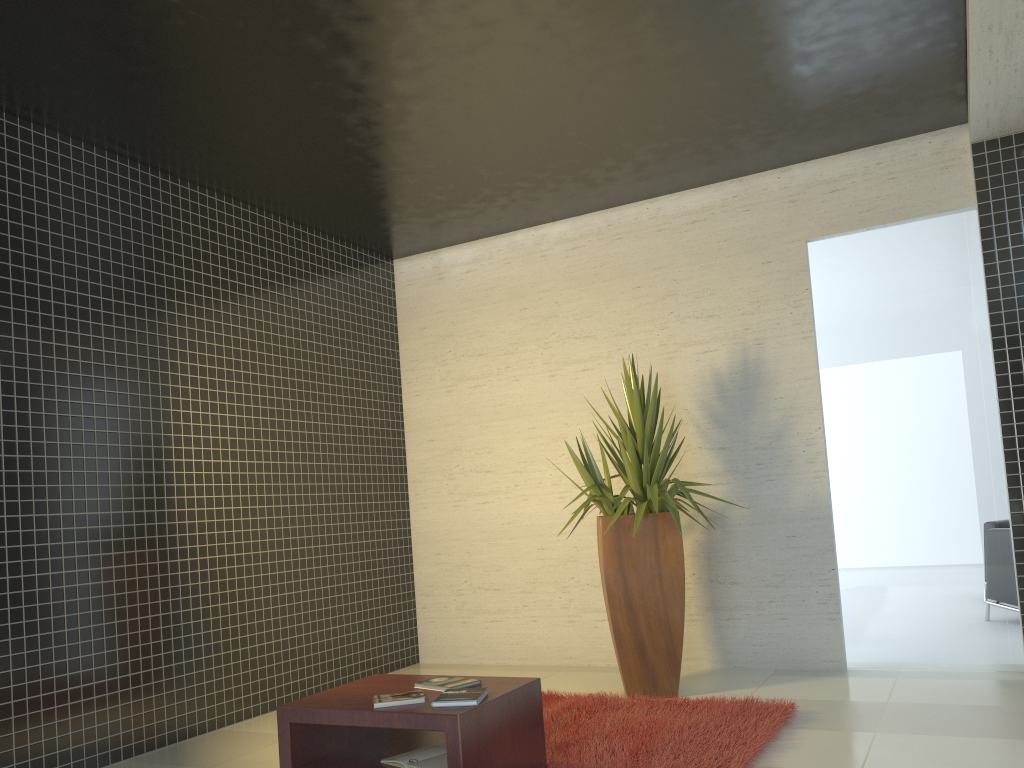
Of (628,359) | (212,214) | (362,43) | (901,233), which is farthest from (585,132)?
(212,214)

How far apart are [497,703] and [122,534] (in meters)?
2.54

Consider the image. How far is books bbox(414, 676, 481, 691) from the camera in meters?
3.5 m

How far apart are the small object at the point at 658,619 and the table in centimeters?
147cm

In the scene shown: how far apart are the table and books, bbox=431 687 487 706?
0.0m

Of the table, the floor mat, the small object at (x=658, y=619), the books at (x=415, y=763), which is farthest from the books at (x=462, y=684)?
the small object at (x=658, y=619)

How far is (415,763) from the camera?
3.2 meters

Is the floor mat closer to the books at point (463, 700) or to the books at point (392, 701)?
the books at point (463, 700)

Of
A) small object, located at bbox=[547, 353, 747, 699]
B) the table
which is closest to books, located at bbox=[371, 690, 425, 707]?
the table

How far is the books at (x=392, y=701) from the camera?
3.2m
